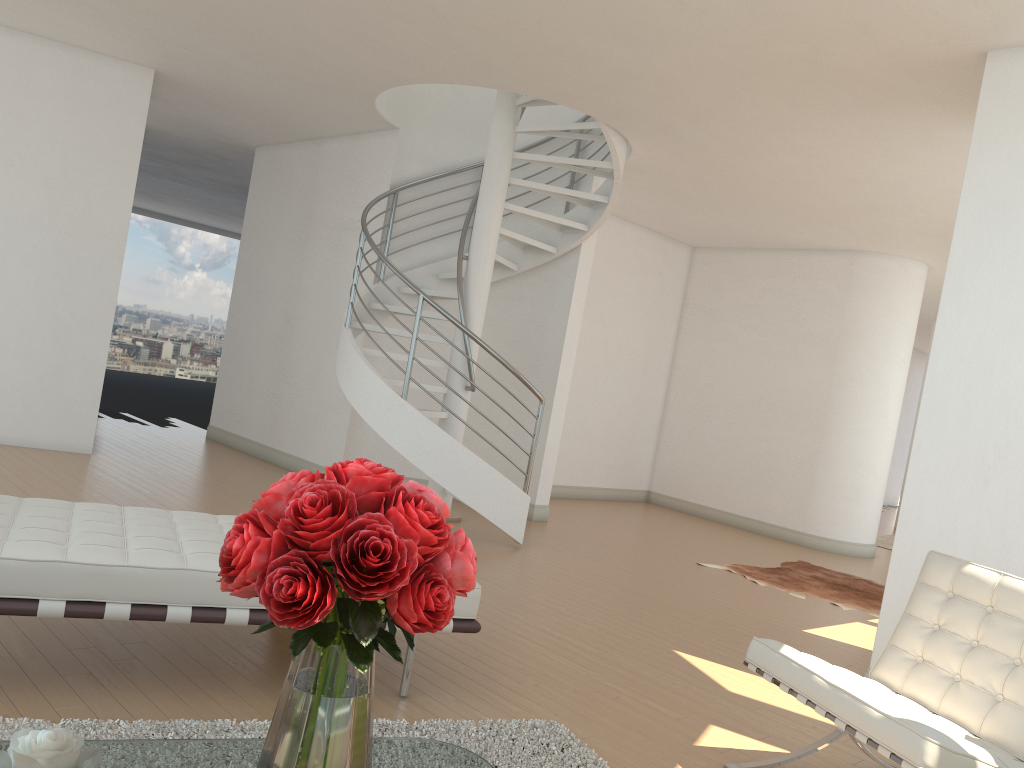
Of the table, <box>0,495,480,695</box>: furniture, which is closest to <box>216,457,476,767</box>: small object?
the table

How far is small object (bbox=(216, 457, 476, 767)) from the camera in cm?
151

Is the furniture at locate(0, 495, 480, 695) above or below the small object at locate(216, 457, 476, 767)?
below

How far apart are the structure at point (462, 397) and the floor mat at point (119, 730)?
3.33m

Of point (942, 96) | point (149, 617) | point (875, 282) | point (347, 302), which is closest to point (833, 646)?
point (942, 96)

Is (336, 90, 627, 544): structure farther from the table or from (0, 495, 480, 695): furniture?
the table

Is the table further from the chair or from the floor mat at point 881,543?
the floor mat at point 881,543

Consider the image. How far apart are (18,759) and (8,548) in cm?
141

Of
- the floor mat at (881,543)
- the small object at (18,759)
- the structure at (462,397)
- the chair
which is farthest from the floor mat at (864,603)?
the small object at (18,759)

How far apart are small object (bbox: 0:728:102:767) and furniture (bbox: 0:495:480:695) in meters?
1.2 m
